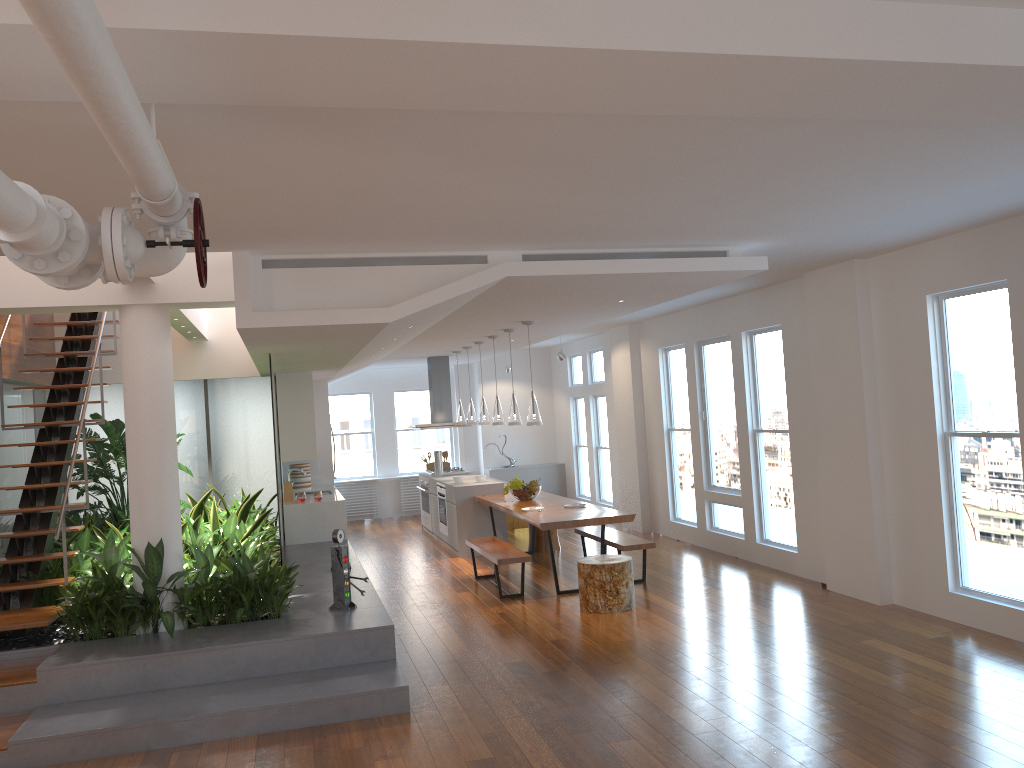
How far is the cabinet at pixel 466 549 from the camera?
10.4m

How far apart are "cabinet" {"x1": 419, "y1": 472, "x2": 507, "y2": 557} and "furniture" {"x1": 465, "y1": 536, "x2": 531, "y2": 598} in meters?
1.4 m

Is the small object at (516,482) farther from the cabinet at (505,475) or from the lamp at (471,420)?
the cabinet at (505,475)

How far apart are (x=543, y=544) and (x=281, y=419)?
3.34m

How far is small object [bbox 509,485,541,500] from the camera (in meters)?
9.52

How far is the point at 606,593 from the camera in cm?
719

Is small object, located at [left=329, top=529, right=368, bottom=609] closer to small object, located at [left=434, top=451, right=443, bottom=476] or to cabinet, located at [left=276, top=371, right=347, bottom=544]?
cabinet, located at [left=276, top=371, right=347, bottom=544]

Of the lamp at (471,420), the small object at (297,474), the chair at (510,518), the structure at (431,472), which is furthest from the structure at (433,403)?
the small object at (297,474)

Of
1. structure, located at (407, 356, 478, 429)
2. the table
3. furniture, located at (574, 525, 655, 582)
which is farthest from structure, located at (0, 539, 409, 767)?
structure, located at (407, 356, 478, 429)

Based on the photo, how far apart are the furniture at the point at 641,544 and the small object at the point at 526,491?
0.63m
